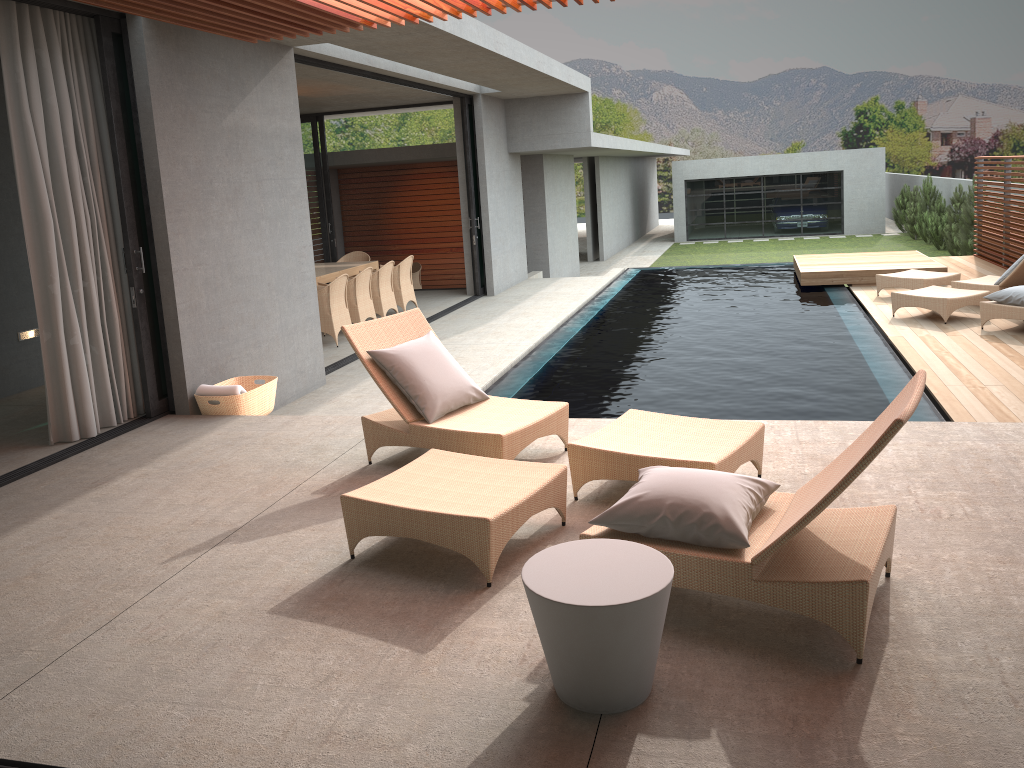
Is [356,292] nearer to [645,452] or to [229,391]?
[229,391]

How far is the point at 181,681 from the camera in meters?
3.1 m

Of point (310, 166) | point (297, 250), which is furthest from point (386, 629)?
point (310, 166)

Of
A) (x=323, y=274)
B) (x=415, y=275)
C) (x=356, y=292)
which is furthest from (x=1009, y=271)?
(x=415, y=275)

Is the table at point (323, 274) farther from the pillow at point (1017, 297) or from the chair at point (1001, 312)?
the pillow at point (1017, 297)

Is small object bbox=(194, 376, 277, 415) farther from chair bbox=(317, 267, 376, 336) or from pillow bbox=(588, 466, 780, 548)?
chair bbox=(317, 267, 376, 336)

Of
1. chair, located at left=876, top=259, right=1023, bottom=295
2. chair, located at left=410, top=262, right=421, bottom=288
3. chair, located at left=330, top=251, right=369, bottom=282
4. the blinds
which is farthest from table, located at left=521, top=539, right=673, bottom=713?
chair, located at left=410, top=262, right=421, bottom=288

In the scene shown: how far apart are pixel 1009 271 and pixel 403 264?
7.74m

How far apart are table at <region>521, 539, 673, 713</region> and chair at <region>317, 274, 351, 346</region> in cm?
805

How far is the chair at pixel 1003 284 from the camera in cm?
1031
